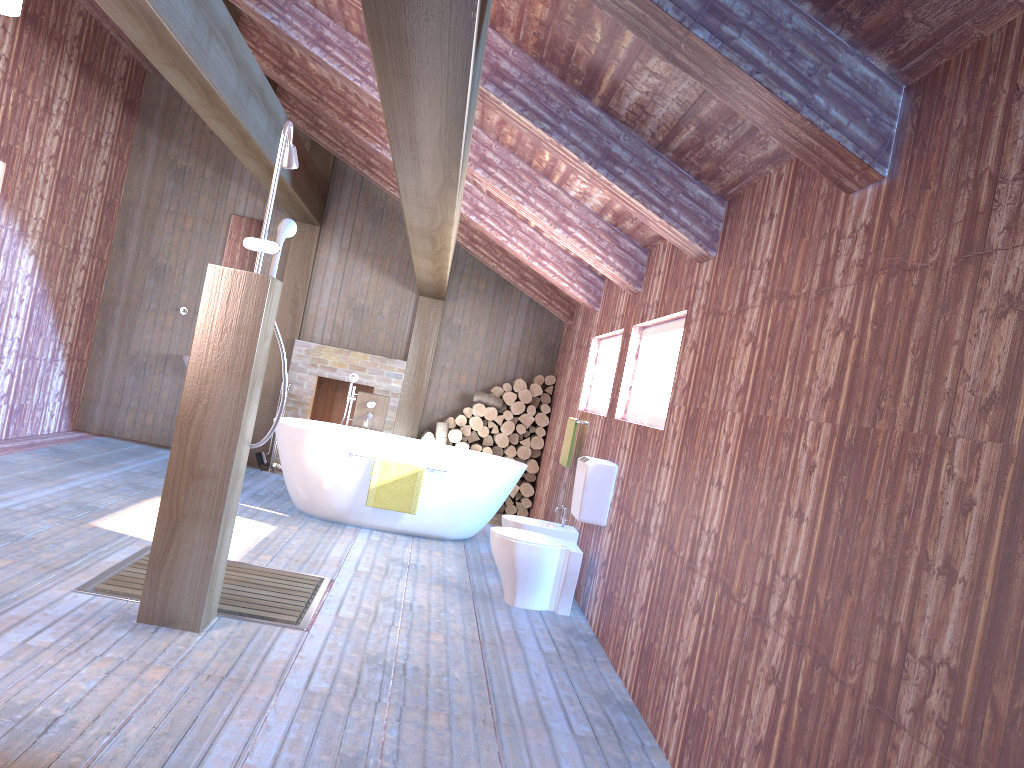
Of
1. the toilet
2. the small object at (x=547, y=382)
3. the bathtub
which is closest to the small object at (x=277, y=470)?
the bathtub

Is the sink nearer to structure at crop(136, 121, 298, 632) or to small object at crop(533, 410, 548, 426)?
structure at crop(136, 121, 298, 632)

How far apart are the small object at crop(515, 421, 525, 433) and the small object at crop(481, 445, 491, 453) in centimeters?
35cm

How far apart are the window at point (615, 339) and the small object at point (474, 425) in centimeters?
197cm

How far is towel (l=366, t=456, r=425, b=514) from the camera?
6.3 meters

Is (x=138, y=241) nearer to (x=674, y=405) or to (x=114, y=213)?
(x=114, y=213)

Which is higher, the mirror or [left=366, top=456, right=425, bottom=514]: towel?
the mirror

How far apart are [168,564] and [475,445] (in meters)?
5.25

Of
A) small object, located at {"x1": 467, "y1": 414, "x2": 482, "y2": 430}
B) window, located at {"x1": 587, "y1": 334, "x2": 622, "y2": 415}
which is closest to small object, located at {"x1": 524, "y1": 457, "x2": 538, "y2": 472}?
small object, located at {"x1": 467, "y1": 414, "x2": 482, "y2": 430}

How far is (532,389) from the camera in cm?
871
